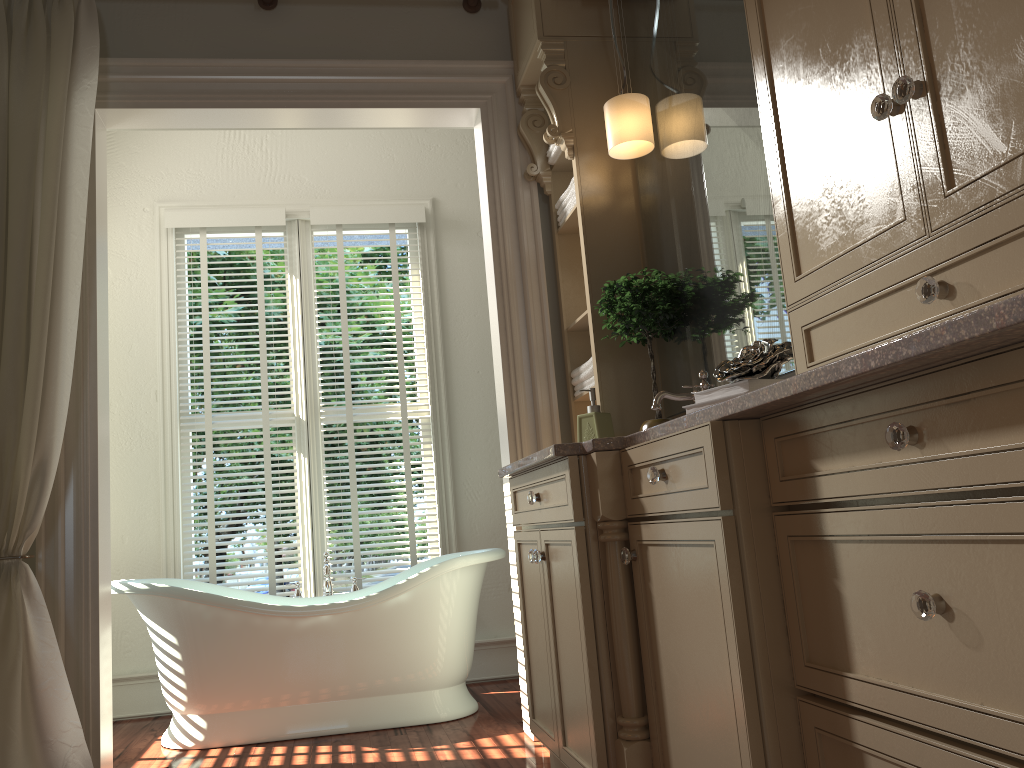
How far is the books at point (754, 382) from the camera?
1.7m

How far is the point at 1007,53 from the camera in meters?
1.1 m

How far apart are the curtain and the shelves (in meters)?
1.50

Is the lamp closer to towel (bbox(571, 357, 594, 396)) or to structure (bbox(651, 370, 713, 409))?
towel (bbox(571, 357, 594, 396))

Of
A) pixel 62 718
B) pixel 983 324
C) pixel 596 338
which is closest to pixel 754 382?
pixel 983 324

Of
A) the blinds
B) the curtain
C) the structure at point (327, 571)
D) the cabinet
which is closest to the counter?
the cabinet

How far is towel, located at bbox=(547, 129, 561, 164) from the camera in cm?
324

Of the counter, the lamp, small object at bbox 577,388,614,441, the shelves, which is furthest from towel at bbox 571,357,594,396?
the lamp

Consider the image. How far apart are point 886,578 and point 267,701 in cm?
275

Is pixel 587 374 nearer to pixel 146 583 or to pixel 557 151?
pixel 557 151
